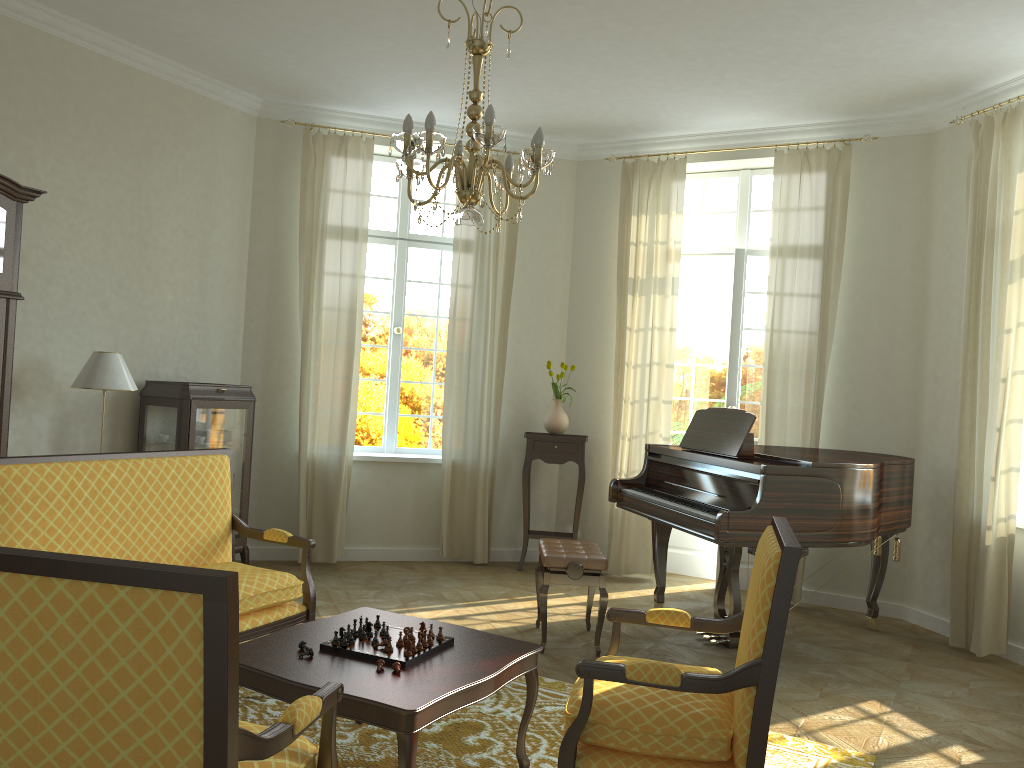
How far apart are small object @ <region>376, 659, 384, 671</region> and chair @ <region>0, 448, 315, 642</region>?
1.0m

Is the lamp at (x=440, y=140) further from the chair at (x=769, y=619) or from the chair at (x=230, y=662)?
the chair at (x=230, y=662)

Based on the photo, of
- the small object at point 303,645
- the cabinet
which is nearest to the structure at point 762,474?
the small object at point 303,645

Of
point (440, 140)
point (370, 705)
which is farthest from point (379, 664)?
point (440, 140)

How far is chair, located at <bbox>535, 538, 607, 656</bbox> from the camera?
5.0m

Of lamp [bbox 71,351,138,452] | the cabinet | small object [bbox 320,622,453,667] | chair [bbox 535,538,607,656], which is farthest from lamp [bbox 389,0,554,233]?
the cabinet

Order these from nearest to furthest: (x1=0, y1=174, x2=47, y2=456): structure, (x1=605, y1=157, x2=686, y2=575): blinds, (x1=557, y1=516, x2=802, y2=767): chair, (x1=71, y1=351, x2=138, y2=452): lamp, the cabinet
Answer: (x1=557, y1=516, x2=802, y2=767): chair
(x1=0, y1=174, x2=47, y2=456): structure
(x1=71, y1=351, x2=138, y2=452): lamp
the cabinet
(x1=605, y1=157, x2=686, y2=575): blinds

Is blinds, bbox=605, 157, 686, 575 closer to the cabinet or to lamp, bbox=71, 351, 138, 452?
the cabinet

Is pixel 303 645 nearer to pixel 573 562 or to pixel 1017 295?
pixel 573 562

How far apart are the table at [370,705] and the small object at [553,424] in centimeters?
366cm
